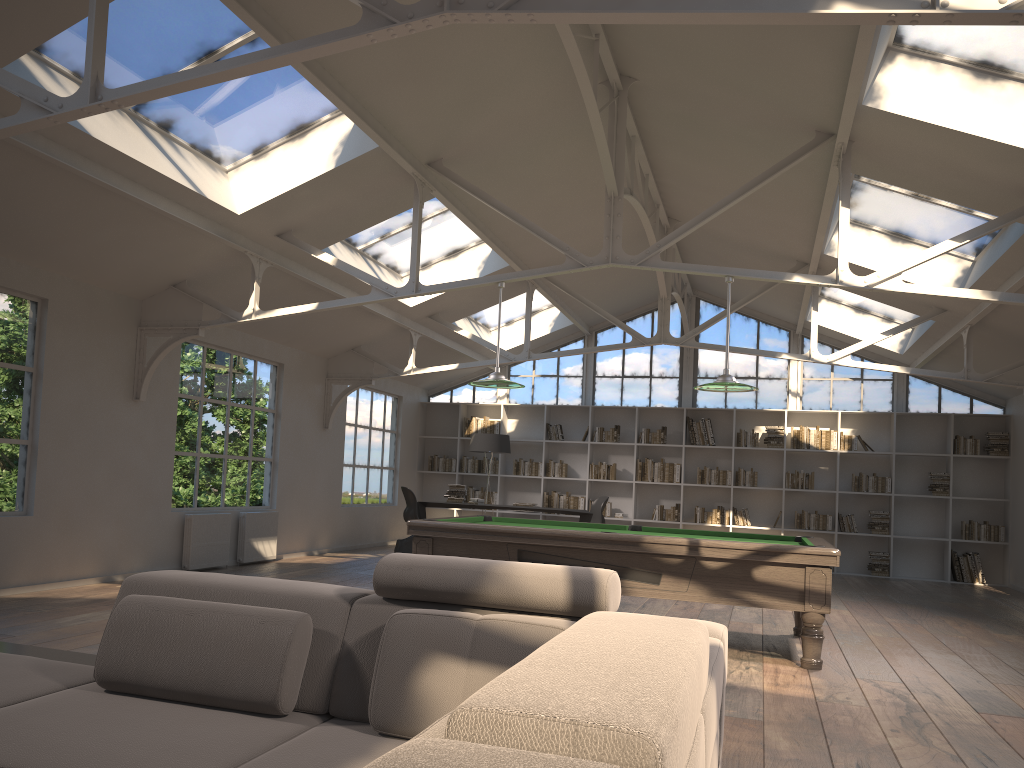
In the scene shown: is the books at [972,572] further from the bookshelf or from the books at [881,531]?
the books at [881,531]

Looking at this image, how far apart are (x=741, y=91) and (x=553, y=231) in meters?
3.6

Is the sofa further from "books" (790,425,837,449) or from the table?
"books" (790,425,837,449)

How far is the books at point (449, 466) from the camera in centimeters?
1448cm

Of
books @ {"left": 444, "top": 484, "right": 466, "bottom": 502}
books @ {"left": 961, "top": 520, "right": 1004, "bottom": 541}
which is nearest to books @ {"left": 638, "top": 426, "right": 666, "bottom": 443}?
books @ {"left": 444, "top": 484, "right": 466, "bottom": 502}

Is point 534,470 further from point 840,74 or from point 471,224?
point 840,74

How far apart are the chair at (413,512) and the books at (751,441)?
5.1m

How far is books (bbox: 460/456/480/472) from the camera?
14.36m

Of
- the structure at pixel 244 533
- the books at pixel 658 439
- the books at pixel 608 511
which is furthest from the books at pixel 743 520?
the structure at pixel 244 533

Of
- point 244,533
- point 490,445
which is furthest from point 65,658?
point 490,445
